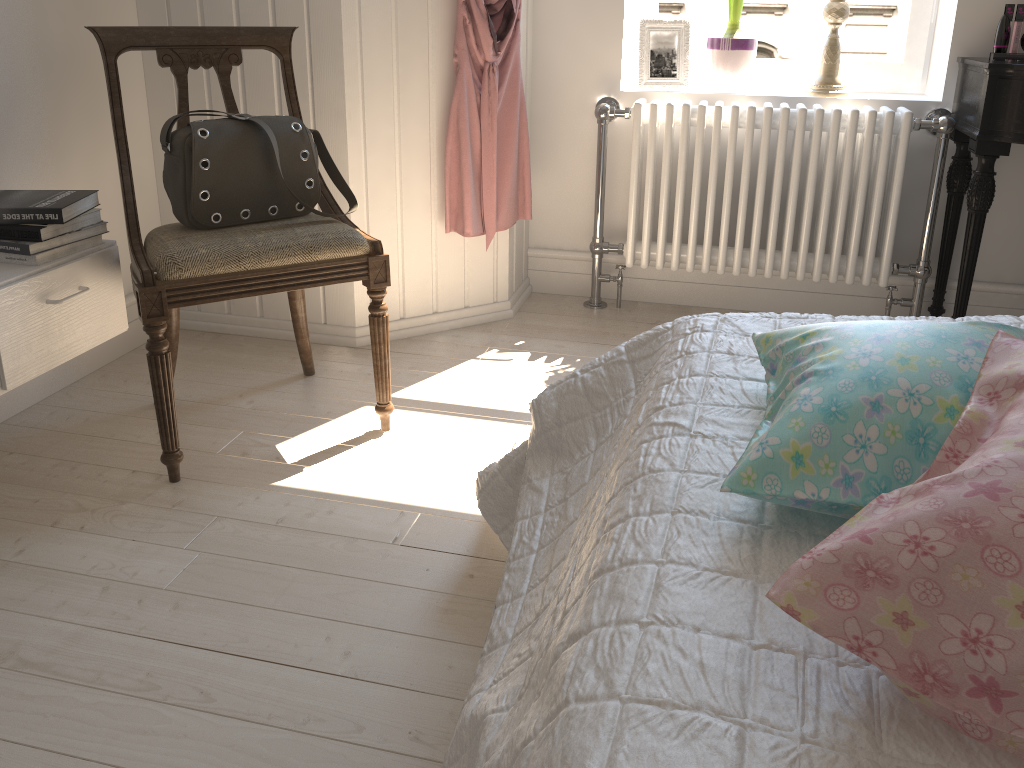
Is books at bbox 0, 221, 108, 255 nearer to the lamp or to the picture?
the picture

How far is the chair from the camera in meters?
1.7 m

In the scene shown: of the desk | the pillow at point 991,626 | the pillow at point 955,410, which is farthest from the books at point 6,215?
the desk

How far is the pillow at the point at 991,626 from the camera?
0.6 meters

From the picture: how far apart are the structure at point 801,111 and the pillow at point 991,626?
1.9m

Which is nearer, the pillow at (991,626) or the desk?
the pillow at (991,626)

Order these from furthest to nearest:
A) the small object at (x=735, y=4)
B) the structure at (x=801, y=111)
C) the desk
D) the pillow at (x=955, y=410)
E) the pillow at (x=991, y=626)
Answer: the small object at (x=735, y=4), the structure at (x=801, y=111), the desk, the pillow at (x=955, y=410), the pillow at (x=991, y=626)

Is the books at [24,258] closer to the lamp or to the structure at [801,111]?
the structure at [801,111]

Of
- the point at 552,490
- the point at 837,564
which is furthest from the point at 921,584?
the point at 552,490

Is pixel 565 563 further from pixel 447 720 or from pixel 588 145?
pixel 588 145
